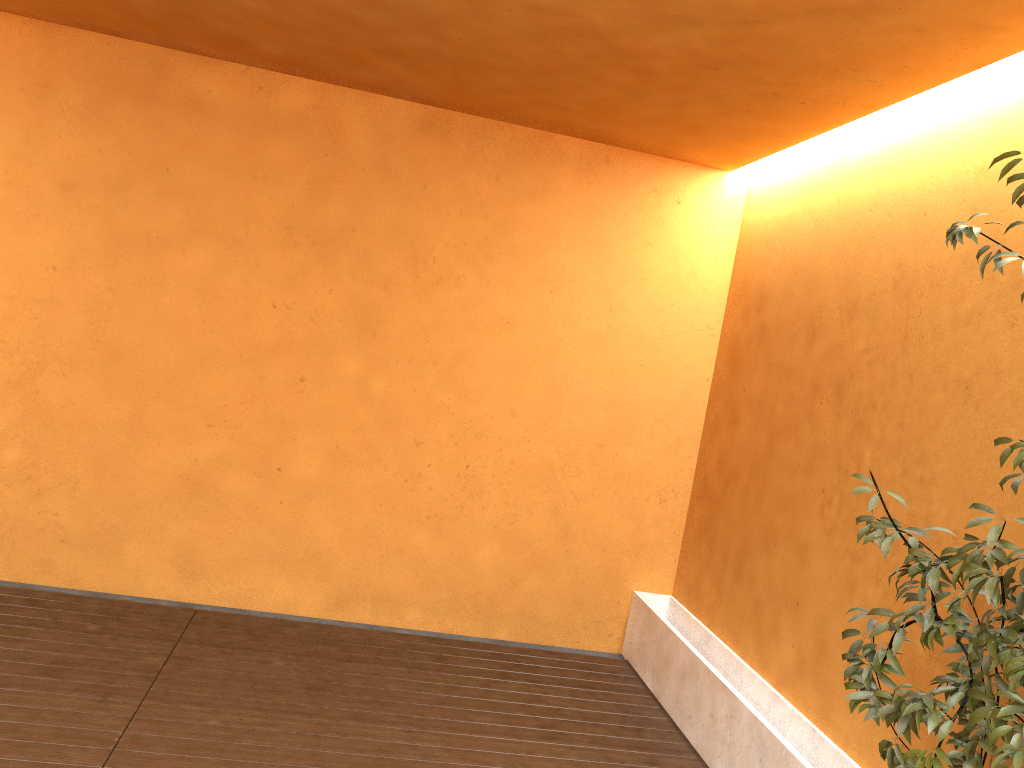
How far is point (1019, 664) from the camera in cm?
215

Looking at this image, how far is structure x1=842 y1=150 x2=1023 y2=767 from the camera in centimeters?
215cm

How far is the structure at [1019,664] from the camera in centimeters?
215cm

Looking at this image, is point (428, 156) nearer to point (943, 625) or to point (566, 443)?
point (566, 443)
